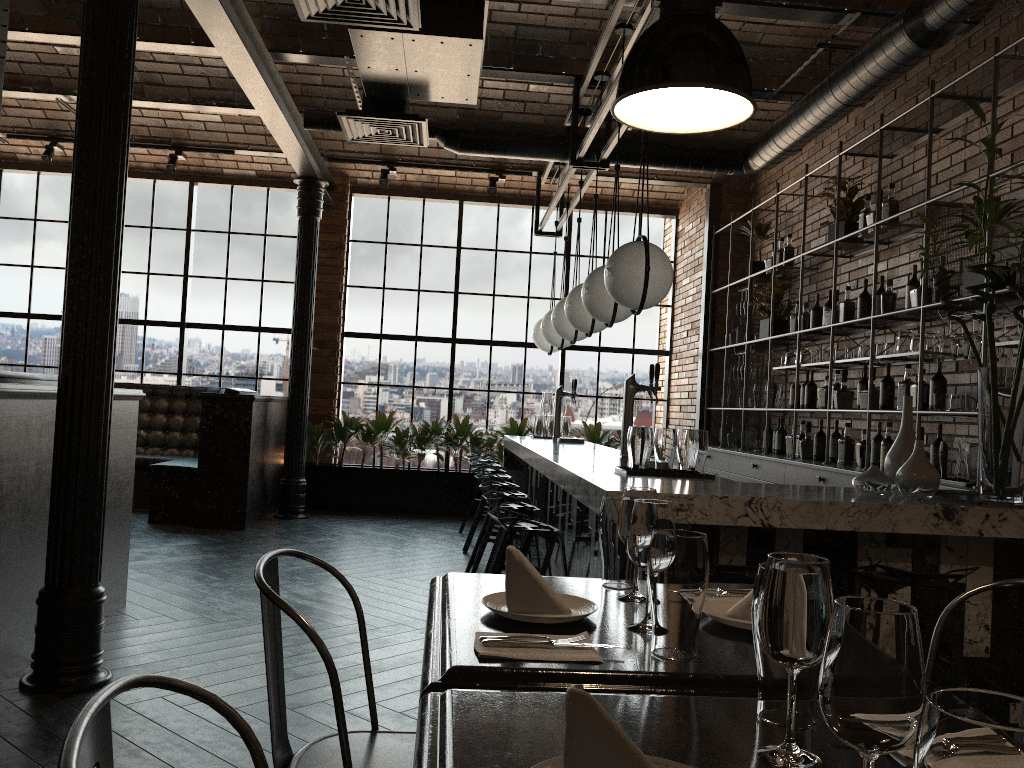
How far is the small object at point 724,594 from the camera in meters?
2.0

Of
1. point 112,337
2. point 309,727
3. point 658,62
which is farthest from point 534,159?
point 658,62

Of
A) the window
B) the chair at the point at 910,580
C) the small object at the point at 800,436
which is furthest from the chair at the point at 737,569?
the window

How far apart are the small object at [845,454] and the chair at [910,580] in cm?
303

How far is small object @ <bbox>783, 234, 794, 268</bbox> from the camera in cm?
716

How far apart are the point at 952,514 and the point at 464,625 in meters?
2.2 m

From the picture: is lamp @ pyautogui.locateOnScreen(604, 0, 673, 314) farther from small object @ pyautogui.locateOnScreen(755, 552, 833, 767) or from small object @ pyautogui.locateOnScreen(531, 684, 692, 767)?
small object @ pyautogui.locateOnScreen(531, 684, 692, 767)

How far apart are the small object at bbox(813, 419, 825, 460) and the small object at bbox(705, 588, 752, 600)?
4.57m

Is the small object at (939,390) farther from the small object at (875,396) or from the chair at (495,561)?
the chair at (495,561)

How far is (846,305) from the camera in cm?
603
